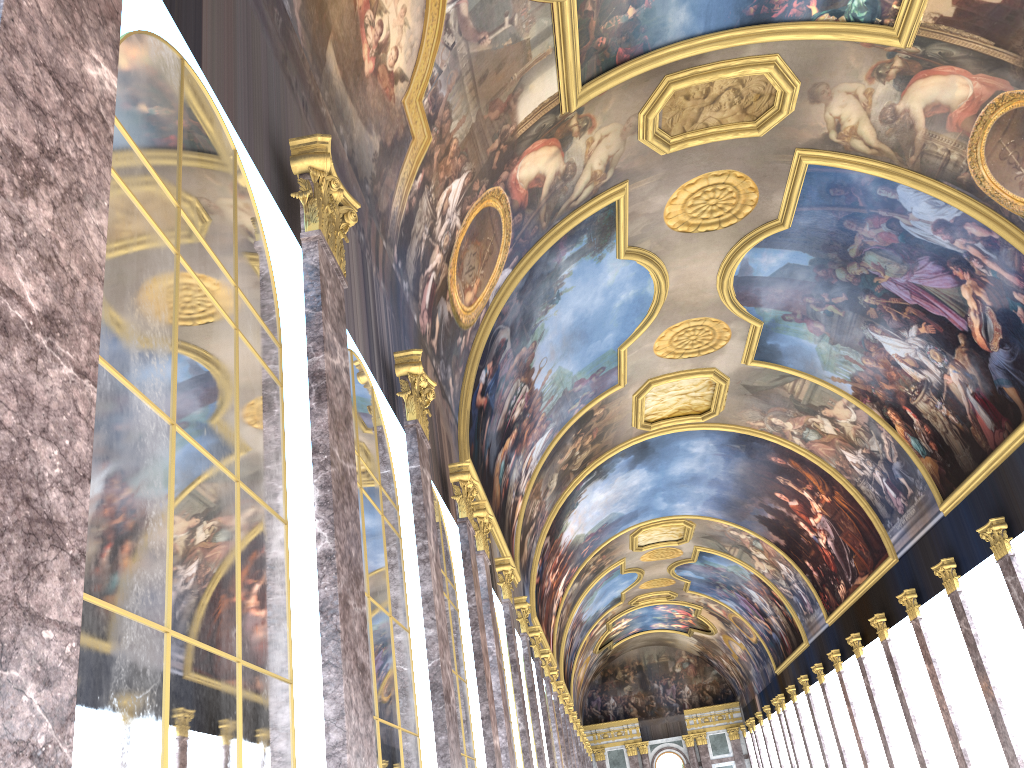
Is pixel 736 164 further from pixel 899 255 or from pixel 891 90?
pixel 899 255

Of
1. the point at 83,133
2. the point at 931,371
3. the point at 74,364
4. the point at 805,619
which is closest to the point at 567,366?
the point at 931,371
